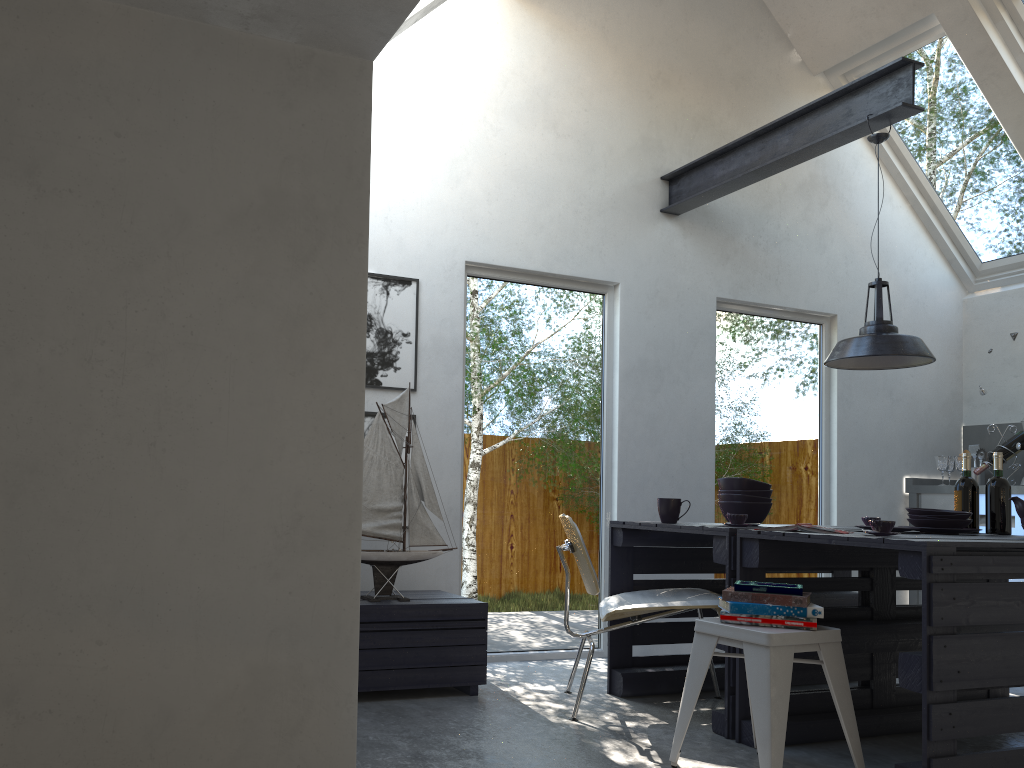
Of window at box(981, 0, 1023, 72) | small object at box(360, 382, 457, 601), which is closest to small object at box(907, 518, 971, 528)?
small object at box(360, 382, 457, 601)

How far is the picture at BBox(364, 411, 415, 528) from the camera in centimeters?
433cm

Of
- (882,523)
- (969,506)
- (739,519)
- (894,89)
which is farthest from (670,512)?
(894,89)

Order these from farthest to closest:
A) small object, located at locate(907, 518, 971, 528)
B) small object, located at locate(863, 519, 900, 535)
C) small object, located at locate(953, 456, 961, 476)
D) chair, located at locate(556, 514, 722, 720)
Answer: small object, located at locate(953, 456, 961, 476) < small object, located at locate(907, 518, 971, 528) < chair, located at locate(556, 514, 722, 720) < small object, located at locate(863, 519, 900, 535)

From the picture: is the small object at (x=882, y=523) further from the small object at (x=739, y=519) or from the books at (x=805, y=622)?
the small object at (x=739, y=519)

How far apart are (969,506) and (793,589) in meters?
1.5

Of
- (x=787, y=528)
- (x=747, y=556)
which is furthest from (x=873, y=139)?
(x=747, y=556)

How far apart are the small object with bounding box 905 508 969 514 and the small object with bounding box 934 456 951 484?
2.5 meters

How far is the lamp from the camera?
3.8m

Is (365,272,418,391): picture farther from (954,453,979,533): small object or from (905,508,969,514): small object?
(954,453,979,533): small object
